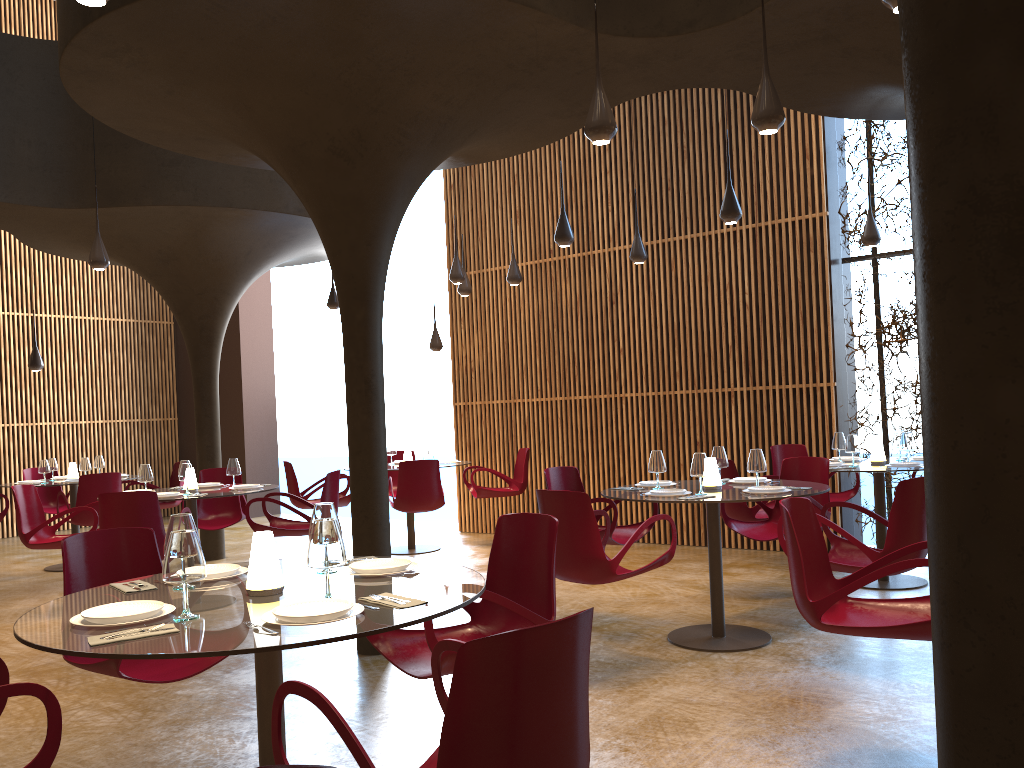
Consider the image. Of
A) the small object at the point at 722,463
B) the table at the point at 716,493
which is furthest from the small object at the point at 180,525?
the small object at the point at 722,463

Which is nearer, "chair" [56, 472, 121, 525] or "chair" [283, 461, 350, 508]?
"chair" [56, 472, 121, 525]

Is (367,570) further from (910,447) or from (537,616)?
(910,447)

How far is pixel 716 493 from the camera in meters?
6.3 m

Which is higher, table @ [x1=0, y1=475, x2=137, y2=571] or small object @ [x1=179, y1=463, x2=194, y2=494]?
small object @ [x1=179, y1=463, x2=194, y2=494]

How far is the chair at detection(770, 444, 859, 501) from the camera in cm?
935

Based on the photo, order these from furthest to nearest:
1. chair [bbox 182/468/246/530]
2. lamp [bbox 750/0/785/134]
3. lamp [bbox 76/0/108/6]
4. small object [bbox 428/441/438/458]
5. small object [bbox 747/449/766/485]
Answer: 1. small object [bbox 428/441/438/458]
2. chair [bbox 182/468/246/530]
3. small object [bbox 747/449/766/485]
4. lamp [bbox 750/0/785/134]
5. lamp [bbox 76/0/108/6]

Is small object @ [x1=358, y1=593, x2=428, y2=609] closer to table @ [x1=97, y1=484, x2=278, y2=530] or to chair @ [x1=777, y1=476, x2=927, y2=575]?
chair @ [x1=777, y1=476, x2=927, y2=575]

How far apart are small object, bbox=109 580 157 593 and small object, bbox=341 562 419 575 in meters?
0.8

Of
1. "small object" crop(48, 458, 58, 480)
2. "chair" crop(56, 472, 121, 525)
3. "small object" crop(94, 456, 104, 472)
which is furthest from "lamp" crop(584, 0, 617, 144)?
"small object" crop(48, 458, 58, 480)
